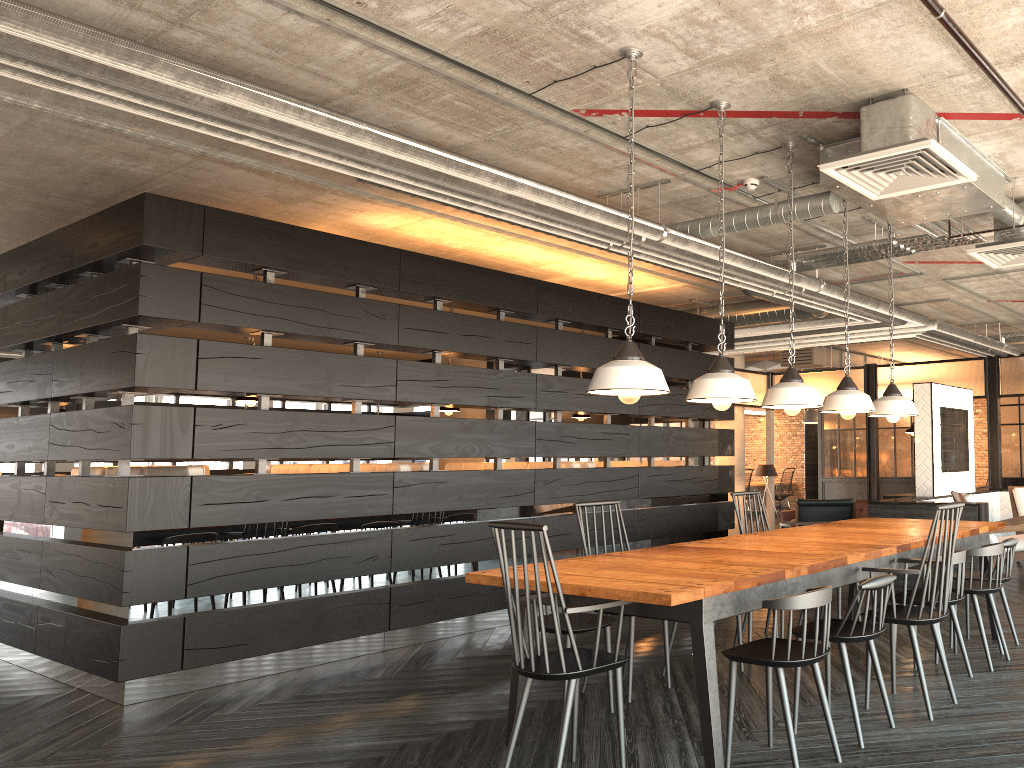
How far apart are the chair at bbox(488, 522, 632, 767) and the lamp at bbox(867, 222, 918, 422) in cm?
272

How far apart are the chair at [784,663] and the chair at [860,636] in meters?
0.2

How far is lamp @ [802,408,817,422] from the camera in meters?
15.2 m

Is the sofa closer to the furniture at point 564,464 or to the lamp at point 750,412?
the furniture at point 564,464

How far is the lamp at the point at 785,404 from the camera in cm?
Result: 434

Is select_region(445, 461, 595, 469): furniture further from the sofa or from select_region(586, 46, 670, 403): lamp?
the sofa

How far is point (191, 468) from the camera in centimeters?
→ 564cm

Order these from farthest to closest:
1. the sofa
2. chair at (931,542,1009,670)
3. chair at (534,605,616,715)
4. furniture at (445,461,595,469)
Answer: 1. the sofa
2. furniture at (445,461,595,469)
3. chair at (931,542,1009,670)
4. chair at (534,605,616,715)

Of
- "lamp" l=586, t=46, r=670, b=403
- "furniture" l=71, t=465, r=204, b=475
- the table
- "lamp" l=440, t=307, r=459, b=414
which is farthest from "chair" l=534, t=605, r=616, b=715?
"lamp" l=440, t=307, r=459, b=414

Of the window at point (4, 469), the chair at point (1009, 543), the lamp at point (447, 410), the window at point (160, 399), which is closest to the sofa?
the lamp at point (447, 410)
